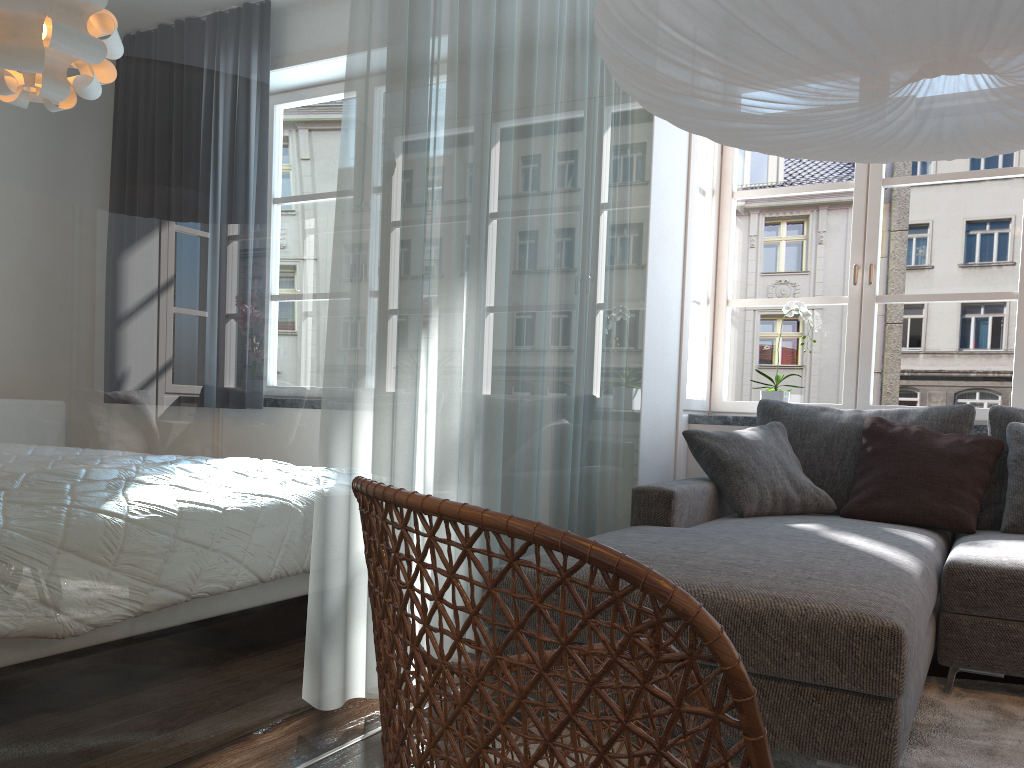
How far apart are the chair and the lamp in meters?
1.1

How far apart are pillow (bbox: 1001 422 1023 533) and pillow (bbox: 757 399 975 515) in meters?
0.2

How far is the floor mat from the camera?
2.0 meters

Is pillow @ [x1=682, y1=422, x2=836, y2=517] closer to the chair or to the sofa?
the sofa

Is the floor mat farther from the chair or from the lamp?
the lamp

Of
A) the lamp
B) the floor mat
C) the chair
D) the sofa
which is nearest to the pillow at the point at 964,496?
the sofa

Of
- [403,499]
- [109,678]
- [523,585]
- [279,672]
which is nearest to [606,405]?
[523,585]

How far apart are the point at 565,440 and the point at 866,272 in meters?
2.0

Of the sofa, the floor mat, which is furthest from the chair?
the floor mat

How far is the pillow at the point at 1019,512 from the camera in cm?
300
